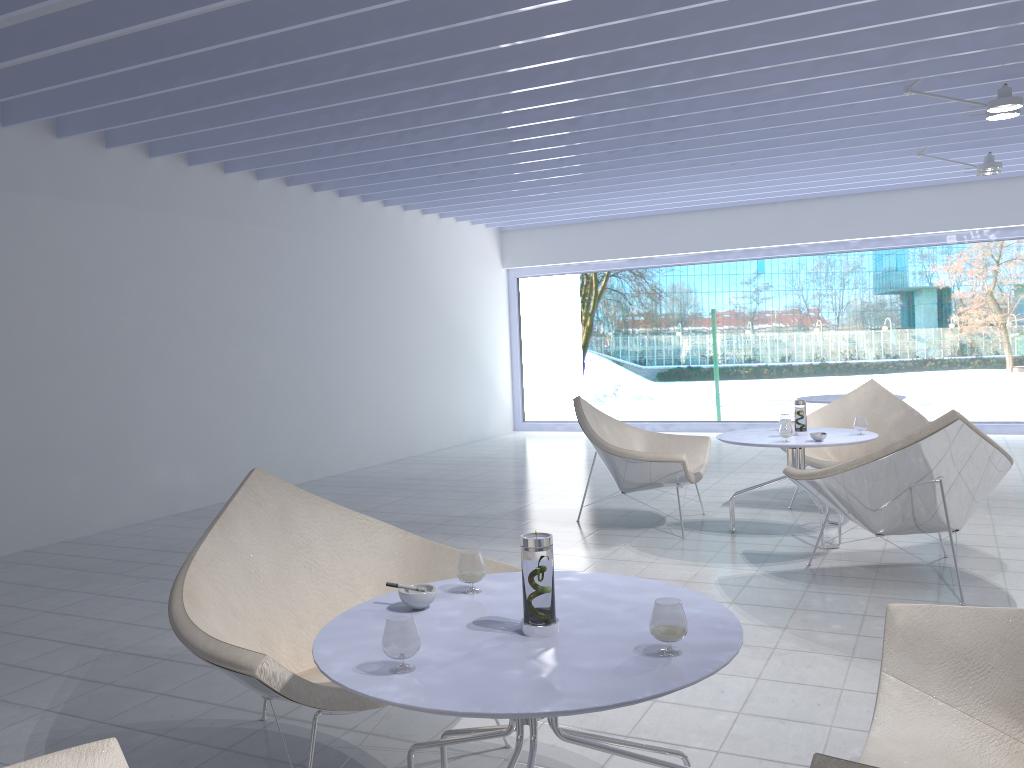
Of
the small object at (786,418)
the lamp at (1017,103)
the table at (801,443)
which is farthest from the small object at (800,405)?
the lamp at (1017,103)

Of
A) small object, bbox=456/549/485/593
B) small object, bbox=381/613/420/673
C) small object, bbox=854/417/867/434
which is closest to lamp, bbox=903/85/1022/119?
small object, bbox=854/417/867/434

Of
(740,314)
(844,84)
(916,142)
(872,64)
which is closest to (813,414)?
(844,84)

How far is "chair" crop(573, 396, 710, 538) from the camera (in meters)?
4.72

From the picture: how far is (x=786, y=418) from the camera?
5.0 meters

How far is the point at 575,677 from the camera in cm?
146

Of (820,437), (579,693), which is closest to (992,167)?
(820,437)

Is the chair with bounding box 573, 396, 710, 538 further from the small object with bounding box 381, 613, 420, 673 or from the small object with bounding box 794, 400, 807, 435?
the small object with bounding box 381, 613, 420, 673

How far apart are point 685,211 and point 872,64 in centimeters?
510cm

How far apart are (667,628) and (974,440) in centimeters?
251cm
